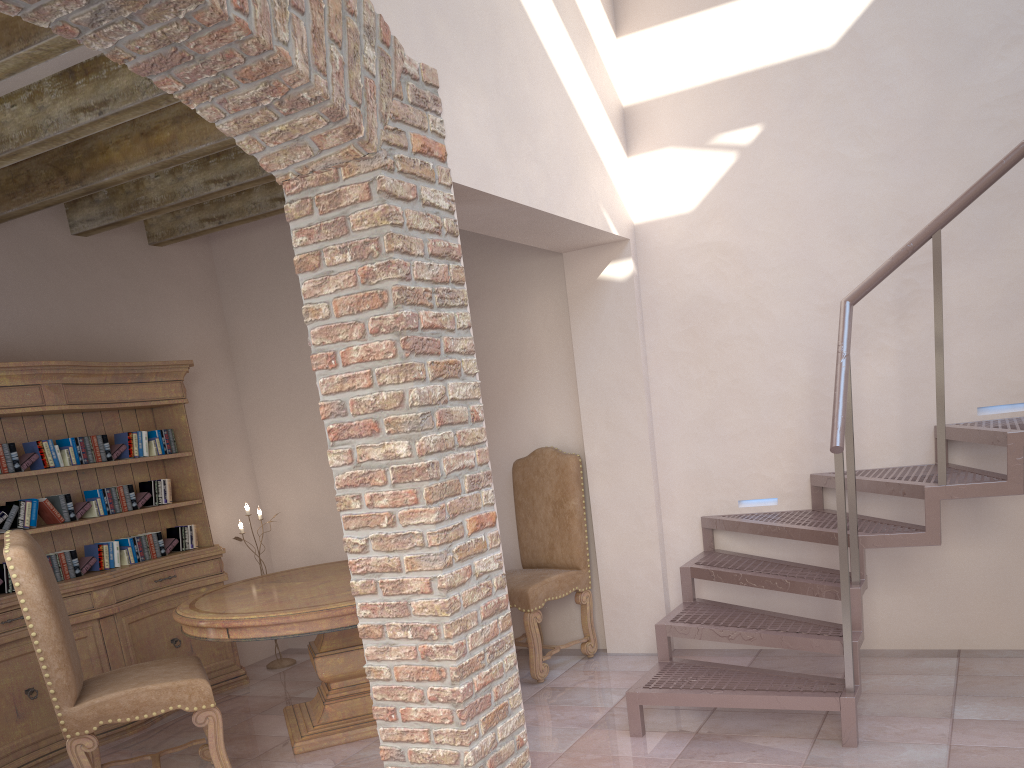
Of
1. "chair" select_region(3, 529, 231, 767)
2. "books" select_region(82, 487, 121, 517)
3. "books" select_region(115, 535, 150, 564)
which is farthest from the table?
"books" select_region(82, 487, 121, 517)

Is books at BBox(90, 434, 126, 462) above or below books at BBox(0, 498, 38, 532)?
above

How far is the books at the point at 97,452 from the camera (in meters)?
4.83

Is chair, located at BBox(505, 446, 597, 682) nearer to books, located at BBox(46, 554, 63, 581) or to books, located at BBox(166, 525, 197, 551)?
books, located at BBox(166, 525, 197, 551)

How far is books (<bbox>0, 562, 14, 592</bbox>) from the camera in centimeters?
441cm

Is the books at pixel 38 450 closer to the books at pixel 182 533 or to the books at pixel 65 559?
the books at pixel 65 559

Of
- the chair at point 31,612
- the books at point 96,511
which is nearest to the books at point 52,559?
the books at point 96,511

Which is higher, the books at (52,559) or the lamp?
the books at (52,559)

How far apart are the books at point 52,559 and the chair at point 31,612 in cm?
108

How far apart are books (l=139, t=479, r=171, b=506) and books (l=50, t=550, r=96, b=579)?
0.6 meters
